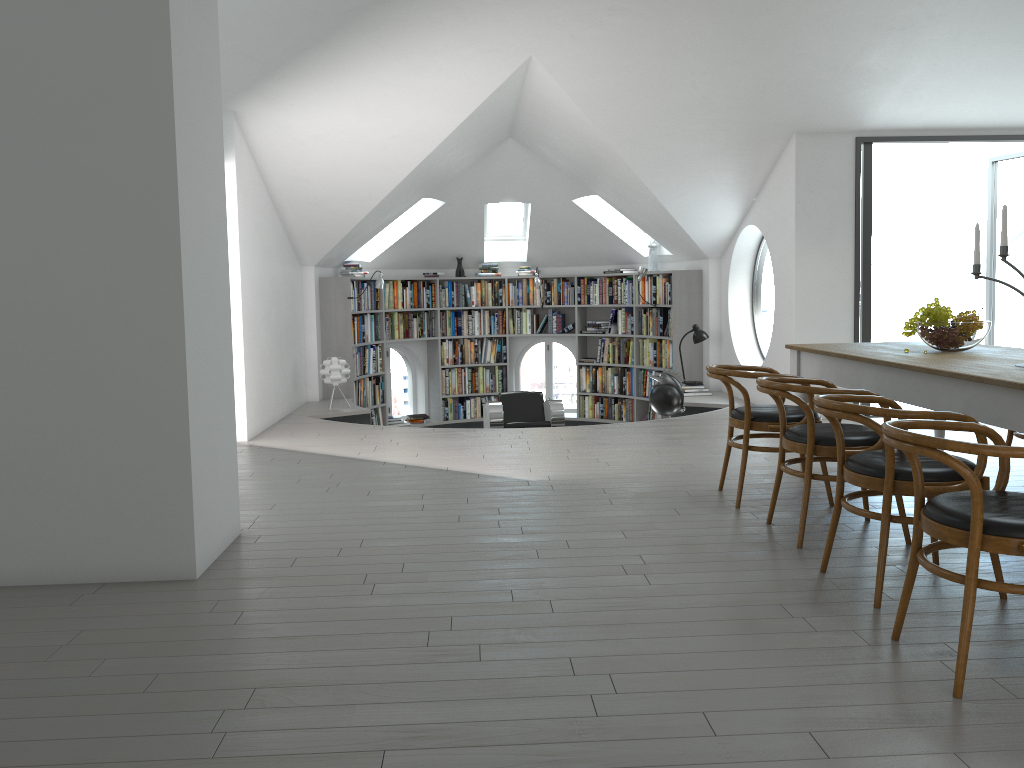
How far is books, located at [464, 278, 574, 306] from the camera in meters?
11.6

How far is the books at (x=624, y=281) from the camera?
11.09m

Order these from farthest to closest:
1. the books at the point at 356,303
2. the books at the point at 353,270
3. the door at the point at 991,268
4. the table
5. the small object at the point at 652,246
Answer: the small object at the point at 652,246
the books at the point at 353,270
the books at the point at 356,303
the door at the point at 991,268
the table

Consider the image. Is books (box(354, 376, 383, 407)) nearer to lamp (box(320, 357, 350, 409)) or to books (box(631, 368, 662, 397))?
lamp (box(320, 357, 350, 409))

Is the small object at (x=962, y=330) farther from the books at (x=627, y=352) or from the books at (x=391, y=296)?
the books at (x=391, y=296)

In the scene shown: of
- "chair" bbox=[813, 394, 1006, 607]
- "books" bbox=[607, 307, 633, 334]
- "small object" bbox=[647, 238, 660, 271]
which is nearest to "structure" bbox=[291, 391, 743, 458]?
"books" bbox=[607, 307, 633, 334]

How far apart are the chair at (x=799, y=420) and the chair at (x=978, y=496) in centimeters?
168cm

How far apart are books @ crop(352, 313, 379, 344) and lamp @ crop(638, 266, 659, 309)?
3.2 meters

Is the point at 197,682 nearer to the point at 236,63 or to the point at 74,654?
the point at 74,654

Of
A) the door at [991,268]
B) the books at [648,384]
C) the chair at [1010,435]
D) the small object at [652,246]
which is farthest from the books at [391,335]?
the chair at [1010,435]
